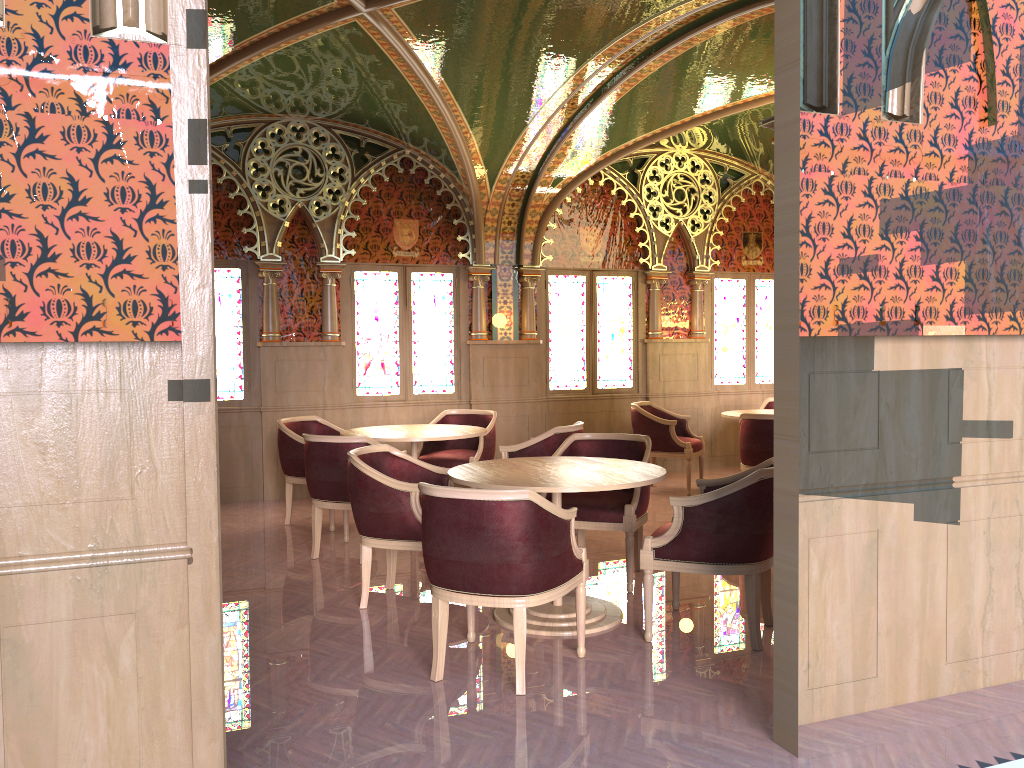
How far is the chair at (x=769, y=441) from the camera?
7.2 meters

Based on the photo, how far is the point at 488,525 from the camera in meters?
3.6

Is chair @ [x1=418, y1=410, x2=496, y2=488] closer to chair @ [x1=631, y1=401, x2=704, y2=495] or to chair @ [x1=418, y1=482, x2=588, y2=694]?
chair @ [x1=631, y1=401, x2=704, y2=495]

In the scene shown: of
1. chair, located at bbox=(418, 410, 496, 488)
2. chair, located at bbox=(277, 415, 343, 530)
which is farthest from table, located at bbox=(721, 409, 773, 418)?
chair, located at bbox=(277, 415, 343, 530)

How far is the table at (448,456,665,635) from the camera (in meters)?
4.24

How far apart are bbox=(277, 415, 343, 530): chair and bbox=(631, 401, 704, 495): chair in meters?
2.8

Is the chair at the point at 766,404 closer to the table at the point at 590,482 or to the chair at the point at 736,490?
the table at the point at 590,482

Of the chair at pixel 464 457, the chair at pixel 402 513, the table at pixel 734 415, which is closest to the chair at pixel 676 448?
the table at pixel 734 415

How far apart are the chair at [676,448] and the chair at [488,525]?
4.4m

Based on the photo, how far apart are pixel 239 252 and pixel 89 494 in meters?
6.2
